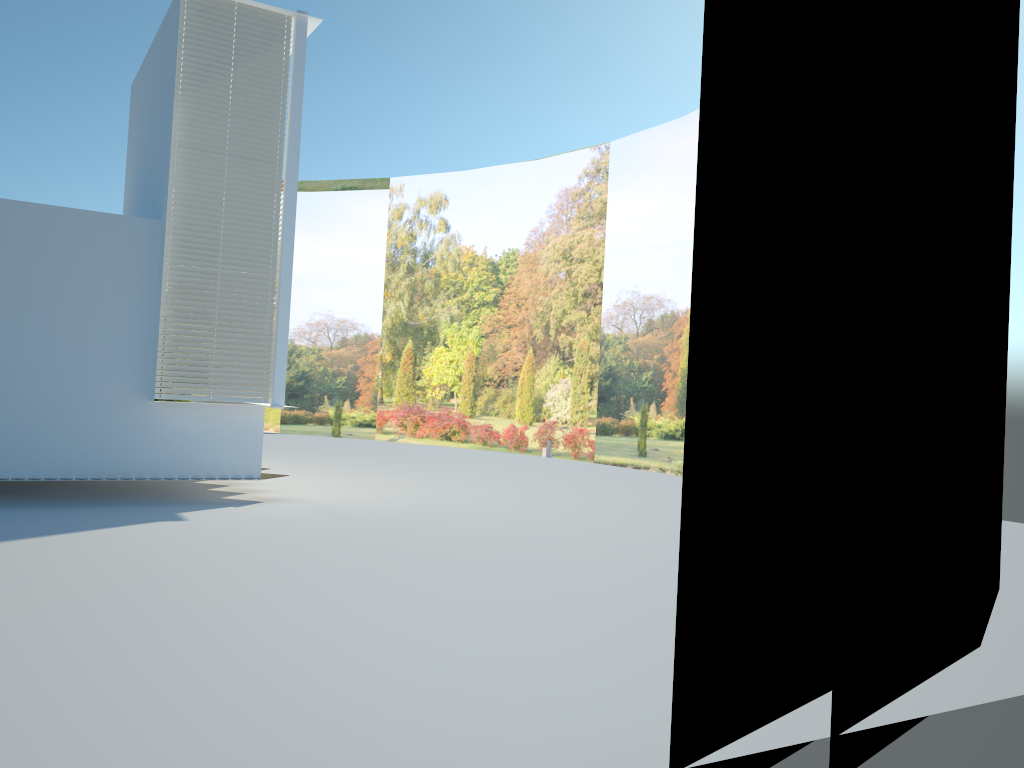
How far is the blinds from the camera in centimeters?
911cm

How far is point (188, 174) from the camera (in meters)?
9.11

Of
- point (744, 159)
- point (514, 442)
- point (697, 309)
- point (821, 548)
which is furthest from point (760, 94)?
point (514, 442)

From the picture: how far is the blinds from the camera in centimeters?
911cm
